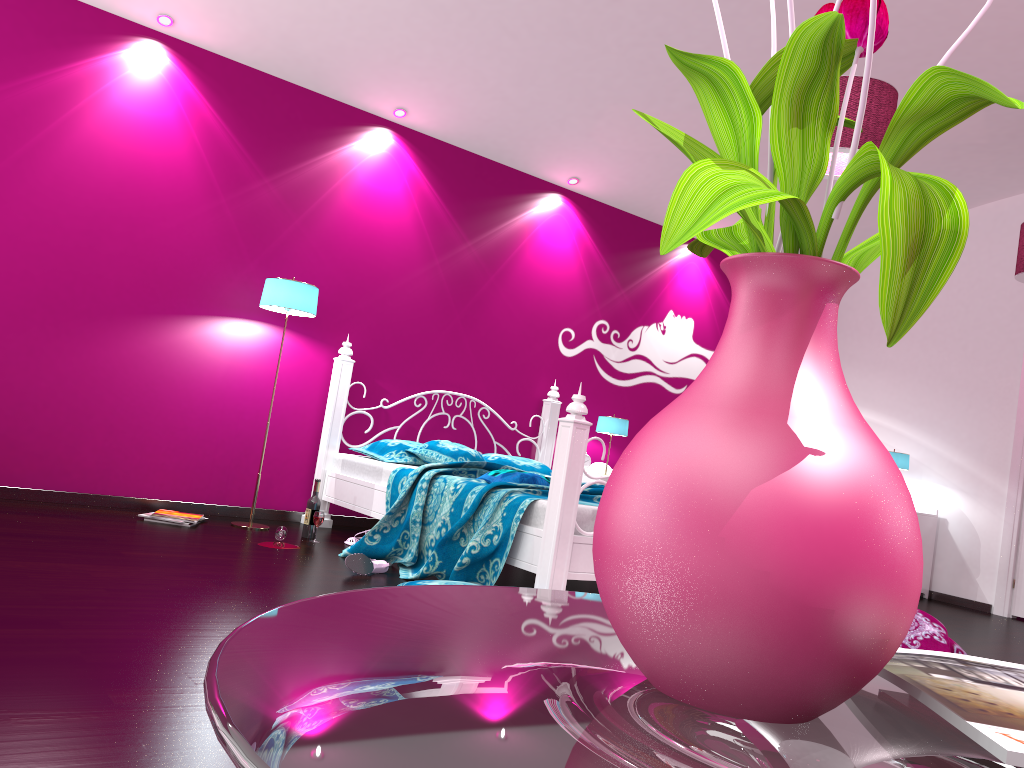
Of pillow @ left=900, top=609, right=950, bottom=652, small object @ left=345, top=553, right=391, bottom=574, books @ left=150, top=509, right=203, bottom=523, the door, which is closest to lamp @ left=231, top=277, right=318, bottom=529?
books @ left=150, top=509, right=203, bottom=523

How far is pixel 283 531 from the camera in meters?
4.4

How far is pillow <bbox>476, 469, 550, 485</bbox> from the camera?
4.1m

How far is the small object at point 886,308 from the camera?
0.50m

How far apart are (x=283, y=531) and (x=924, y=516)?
4.63m

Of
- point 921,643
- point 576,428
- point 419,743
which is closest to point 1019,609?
point 921,643

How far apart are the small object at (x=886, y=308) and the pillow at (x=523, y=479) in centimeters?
340cm

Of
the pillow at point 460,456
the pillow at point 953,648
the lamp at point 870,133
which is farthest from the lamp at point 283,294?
the pillow at point 953,648

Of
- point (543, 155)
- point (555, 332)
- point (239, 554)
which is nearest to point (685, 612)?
point (239, 554)

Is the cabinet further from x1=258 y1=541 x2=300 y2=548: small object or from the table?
the table
